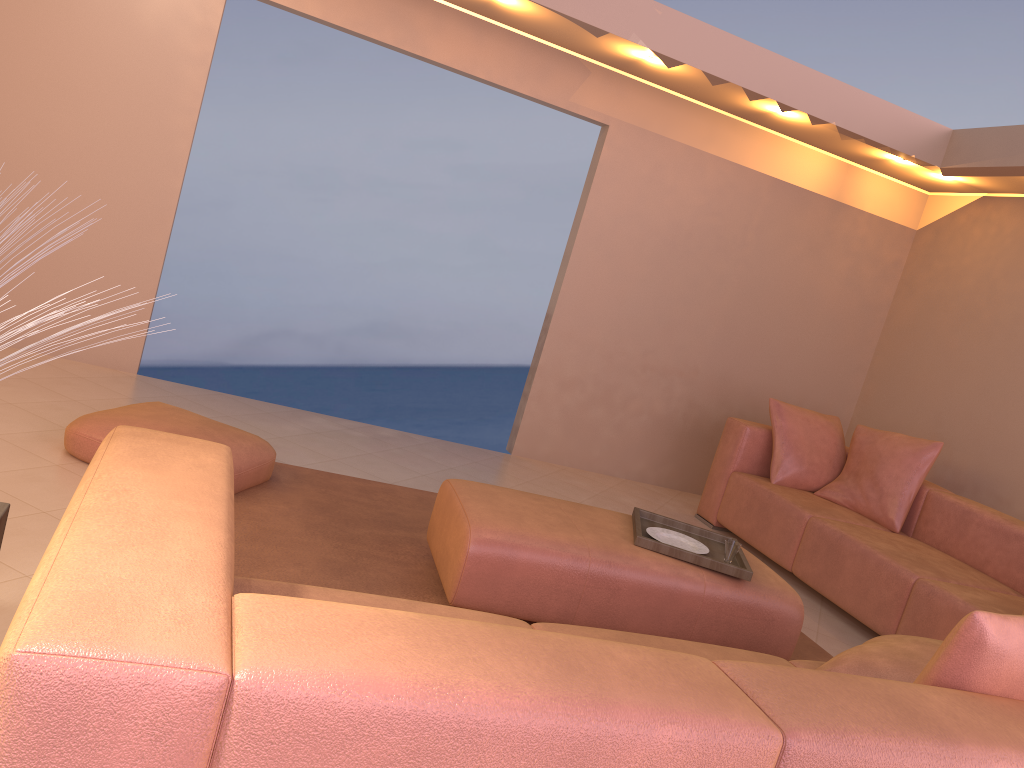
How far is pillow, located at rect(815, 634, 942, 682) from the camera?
2.17m

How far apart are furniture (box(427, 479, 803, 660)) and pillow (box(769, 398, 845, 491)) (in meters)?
1.75

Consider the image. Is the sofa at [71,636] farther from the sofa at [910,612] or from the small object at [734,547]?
the sofa at [910,612]

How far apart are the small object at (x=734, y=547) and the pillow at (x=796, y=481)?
2.0m

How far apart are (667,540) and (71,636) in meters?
2.6

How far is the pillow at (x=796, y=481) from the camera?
5.1 meters

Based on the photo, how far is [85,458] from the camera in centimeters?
333cm

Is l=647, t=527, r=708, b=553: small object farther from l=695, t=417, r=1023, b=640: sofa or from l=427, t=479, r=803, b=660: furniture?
l=695, t=417, r=1023, b=640: sofa

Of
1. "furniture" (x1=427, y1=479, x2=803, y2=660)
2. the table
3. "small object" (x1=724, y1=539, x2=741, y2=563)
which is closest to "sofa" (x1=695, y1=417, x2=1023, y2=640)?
"furniture" (x1=427, y1=479, x2=803, y2=660)

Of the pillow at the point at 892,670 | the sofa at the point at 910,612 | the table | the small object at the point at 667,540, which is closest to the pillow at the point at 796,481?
the sofa at the point at 910,612
